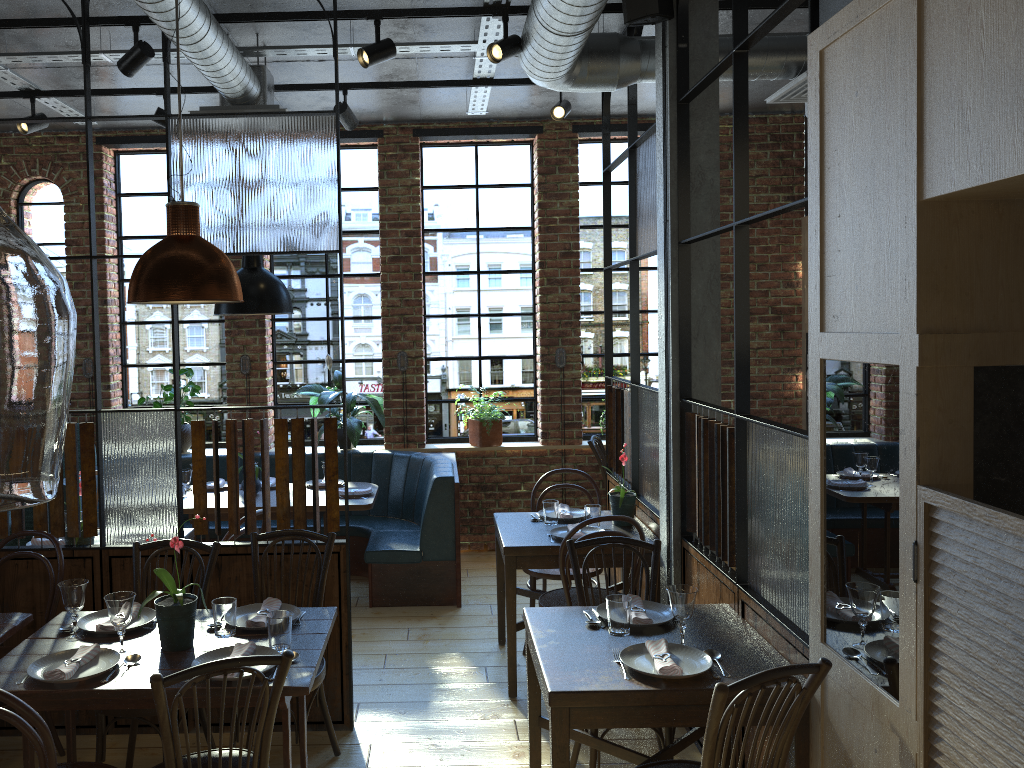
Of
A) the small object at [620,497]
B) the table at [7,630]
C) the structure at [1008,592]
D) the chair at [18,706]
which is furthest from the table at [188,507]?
the structure at [1008,592]

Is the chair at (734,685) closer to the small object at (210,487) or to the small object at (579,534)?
the small object at (579,534)

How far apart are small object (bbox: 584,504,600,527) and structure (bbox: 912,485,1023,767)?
2.5 meters

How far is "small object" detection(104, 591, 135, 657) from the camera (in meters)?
2.71

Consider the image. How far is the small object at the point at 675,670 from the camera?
2.6m

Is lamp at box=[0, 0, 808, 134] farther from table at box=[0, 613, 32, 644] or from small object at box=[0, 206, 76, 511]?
small object at box=[0, 206, 76, 511]

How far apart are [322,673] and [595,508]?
1.6 meters

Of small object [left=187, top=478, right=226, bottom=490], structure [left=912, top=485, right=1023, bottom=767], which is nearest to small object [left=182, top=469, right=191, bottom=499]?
small object [left=187, top=478, right=226, bottom=490]

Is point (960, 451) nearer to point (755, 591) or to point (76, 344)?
point (755, 591)

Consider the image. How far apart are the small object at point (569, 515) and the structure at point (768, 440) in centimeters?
31cm
